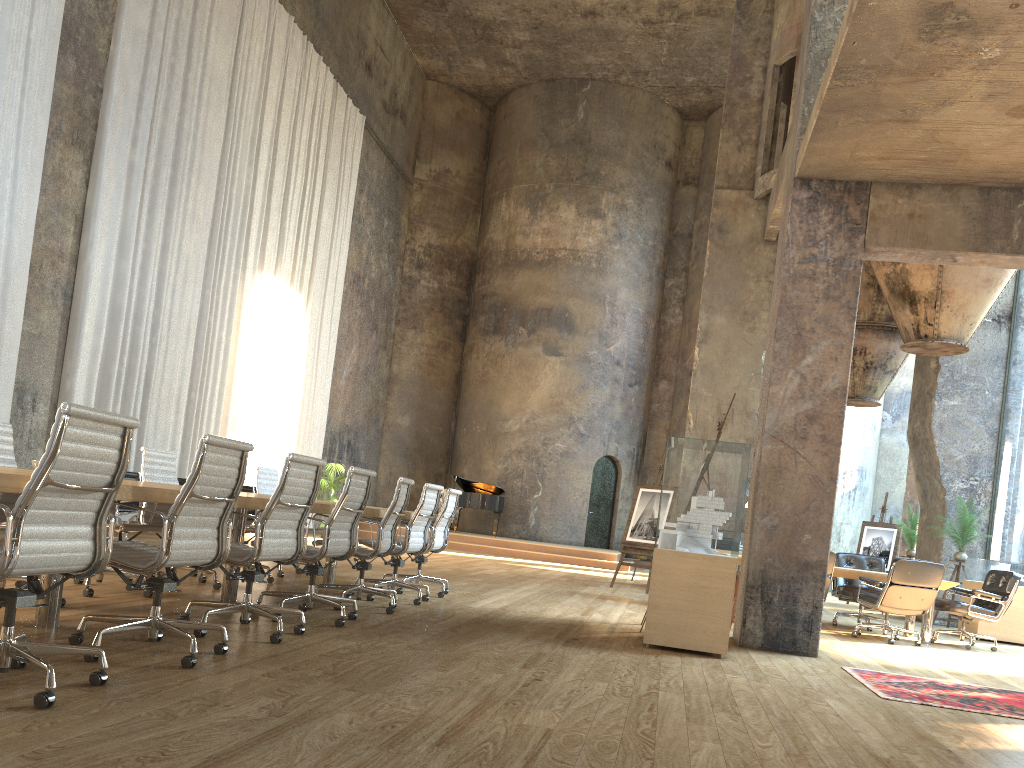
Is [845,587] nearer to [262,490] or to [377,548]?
[377,548]

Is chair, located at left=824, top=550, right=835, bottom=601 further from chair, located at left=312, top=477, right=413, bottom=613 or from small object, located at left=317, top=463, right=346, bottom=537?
small object, located at left=317, top=463, right=346, bottom=537

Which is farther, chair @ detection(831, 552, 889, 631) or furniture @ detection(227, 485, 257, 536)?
furniture @ detection(227, 485, 257, 536)

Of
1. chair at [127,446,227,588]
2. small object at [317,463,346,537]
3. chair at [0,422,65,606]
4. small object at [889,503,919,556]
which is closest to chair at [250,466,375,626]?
chair at [127,446,227,588]

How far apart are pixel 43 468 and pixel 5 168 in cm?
799

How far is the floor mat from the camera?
5.2 meters

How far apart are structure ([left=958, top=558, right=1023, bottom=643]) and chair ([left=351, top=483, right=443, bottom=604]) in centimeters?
727cm

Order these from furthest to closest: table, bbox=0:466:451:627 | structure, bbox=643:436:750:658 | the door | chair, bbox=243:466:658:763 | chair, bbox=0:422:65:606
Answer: the door → chair, bbox=243:466:658:763 → structure, bbox=643:436:750:658 → chair, bbox=0:422:65:606 → table, bbox=0:466:451:627

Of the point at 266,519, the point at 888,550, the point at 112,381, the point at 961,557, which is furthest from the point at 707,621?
the point at 888,550

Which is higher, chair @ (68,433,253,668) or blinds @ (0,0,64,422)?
blinds @ (0,0,64,422)
